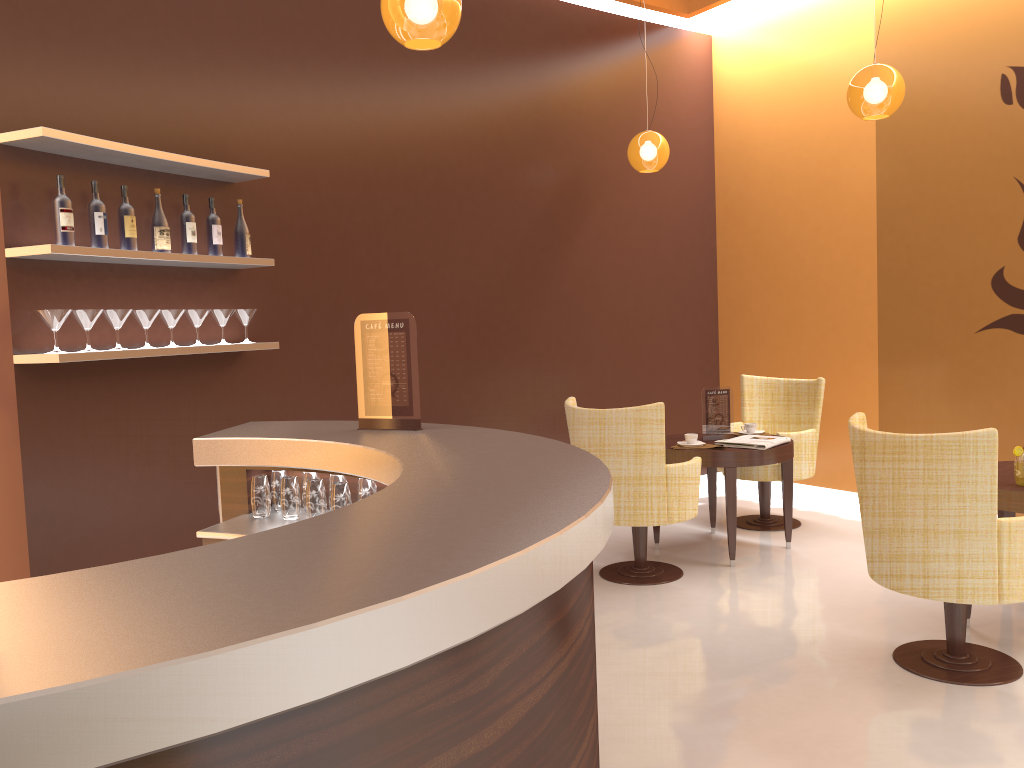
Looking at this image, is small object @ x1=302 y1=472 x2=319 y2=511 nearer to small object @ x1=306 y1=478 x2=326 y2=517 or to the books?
small object @ x1=306 y1=478 x2=326 y2=517

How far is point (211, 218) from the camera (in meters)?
4.31

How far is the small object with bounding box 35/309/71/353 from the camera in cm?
352

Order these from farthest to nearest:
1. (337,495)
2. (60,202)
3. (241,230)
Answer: (241,230)
(60,202)
(337,495)

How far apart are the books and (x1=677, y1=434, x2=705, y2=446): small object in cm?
17

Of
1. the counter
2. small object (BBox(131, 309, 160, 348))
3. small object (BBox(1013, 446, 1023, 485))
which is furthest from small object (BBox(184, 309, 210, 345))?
small object (BBox(1013, 446, 1023, 485))

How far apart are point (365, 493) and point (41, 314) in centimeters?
164cm

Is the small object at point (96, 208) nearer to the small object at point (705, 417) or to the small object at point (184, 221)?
the small object at point (184, 221)

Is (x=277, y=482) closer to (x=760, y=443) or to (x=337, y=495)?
(x=337, y=495)

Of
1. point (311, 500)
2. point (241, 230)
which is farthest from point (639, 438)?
point (241, 230)
